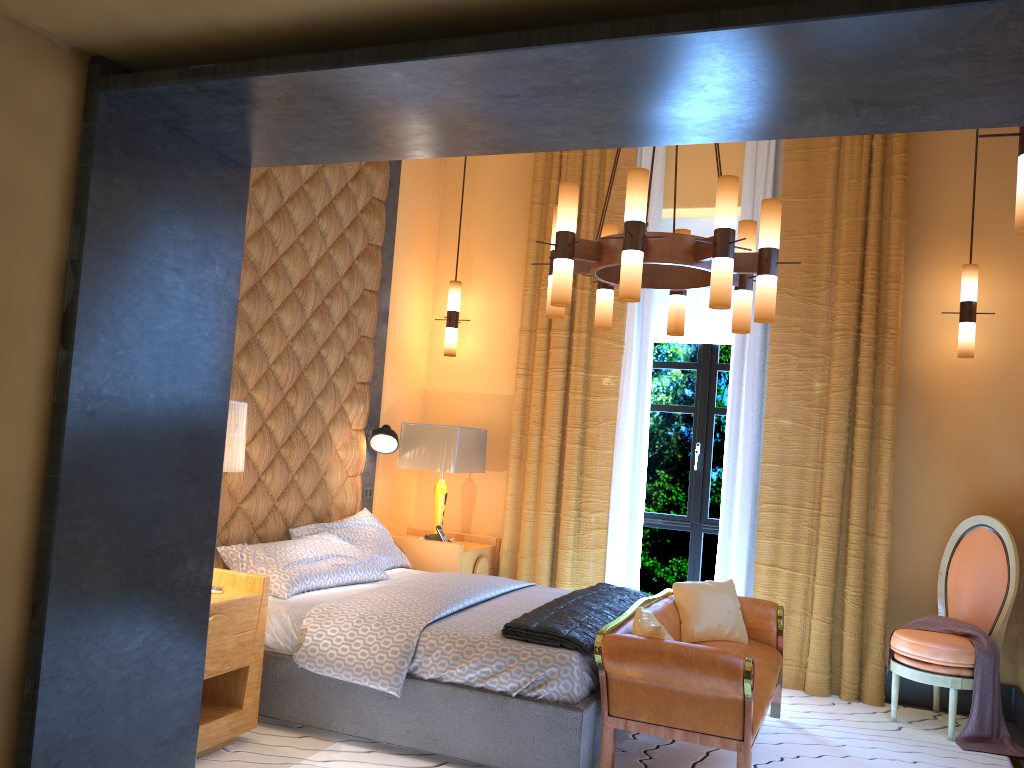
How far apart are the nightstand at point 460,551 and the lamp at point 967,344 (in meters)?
3.14

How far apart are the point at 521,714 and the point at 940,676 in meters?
2.4 m

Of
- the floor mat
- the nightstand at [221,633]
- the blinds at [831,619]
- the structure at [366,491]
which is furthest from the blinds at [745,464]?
the nightstand at [221,633]

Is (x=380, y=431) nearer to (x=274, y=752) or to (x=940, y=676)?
(x=274, y=752)

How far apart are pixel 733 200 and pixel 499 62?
1.97m

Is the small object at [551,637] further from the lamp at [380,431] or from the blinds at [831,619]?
the lamp at [380,431]

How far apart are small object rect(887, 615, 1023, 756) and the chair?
0.03m

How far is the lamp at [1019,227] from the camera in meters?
2.3 m

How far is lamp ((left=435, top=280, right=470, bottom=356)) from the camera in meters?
6.2

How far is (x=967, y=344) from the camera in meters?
5.0
